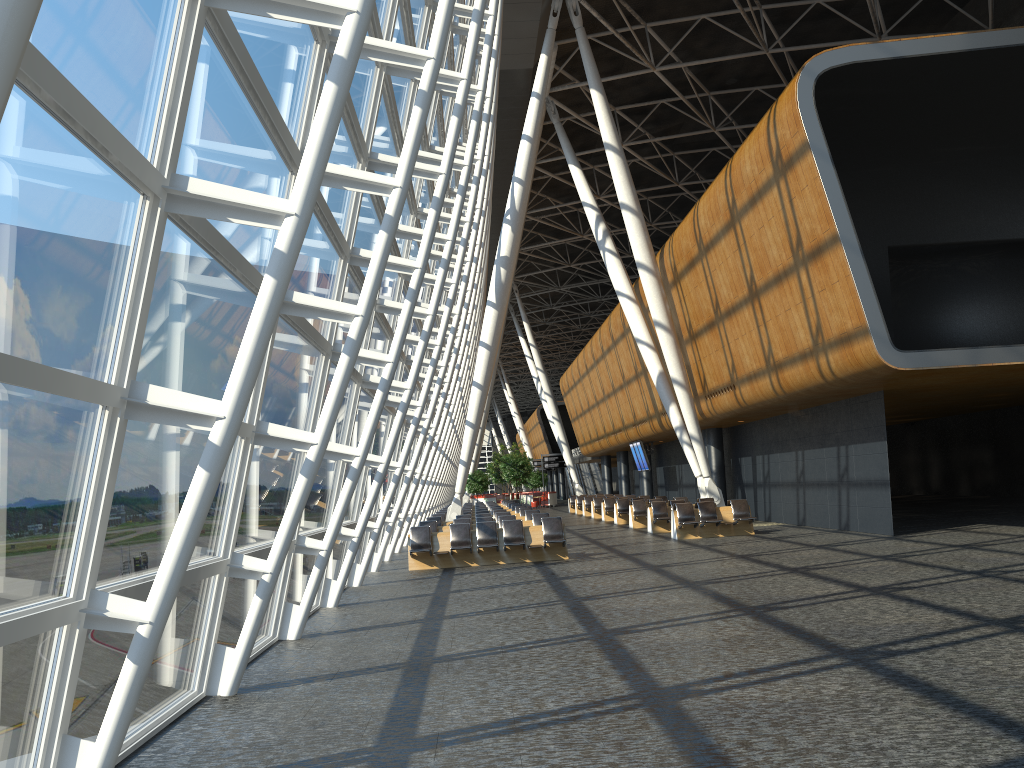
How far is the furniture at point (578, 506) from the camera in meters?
41.8

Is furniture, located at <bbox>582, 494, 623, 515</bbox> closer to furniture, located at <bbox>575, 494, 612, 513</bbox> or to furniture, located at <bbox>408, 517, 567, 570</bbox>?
furniture, located at <bbox>575, 494, 612, 513</bbox>

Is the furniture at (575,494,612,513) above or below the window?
below

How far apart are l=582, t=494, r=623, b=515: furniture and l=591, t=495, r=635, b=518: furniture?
2.55m

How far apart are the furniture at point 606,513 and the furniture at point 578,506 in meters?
8.4

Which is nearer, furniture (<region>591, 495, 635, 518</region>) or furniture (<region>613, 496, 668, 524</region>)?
furniture (<region>613, 496, 668, 524</region>)

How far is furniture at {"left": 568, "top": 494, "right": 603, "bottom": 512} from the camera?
45.0m

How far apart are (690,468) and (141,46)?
32.08m

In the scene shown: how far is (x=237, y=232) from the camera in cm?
630

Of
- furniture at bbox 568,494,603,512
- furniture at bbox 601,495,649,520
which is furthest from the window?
furniture at bbox 568,494,603,512
